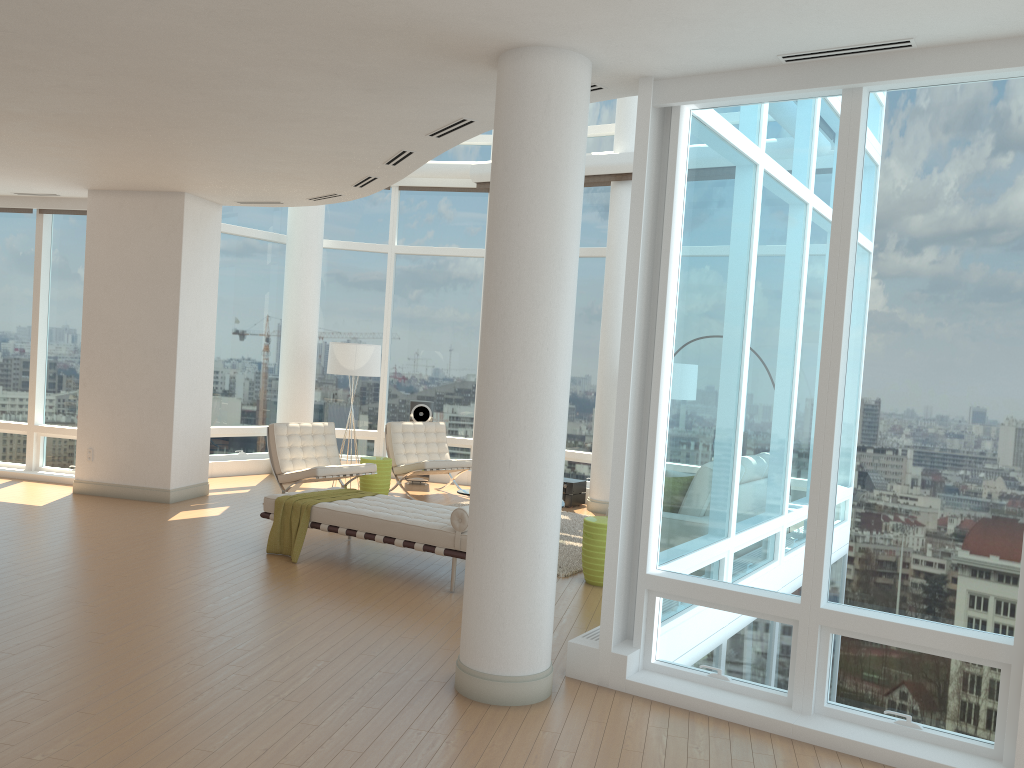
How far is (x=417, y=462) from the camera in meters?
10.9 m

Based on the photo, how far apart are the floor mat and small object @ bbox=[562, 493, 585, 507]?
0.7 meters

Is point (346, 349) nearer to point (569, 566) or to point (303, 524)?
point (303, 524)

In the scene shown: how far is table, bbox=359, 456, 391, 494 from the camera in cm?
1053

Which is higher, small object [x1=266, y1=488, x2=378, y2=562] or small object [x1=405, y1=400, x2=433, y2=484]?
small object [x1=405, y1=400, x2=433, y2=484]

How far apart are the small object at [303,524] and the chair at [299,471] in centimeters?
142cm

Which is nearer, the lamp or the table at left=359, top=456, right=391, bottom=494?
the table at left=359, top=456, right=391, bottom=494

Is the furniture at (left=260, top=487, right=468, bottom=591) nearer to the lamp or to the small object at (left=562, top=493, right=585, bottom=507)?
the lamp

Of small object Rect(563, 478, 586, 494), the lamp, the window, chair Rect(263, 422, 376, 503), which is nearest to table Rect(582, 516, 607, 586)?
the window

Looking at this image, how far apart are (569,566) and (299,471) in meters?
3.5 m
